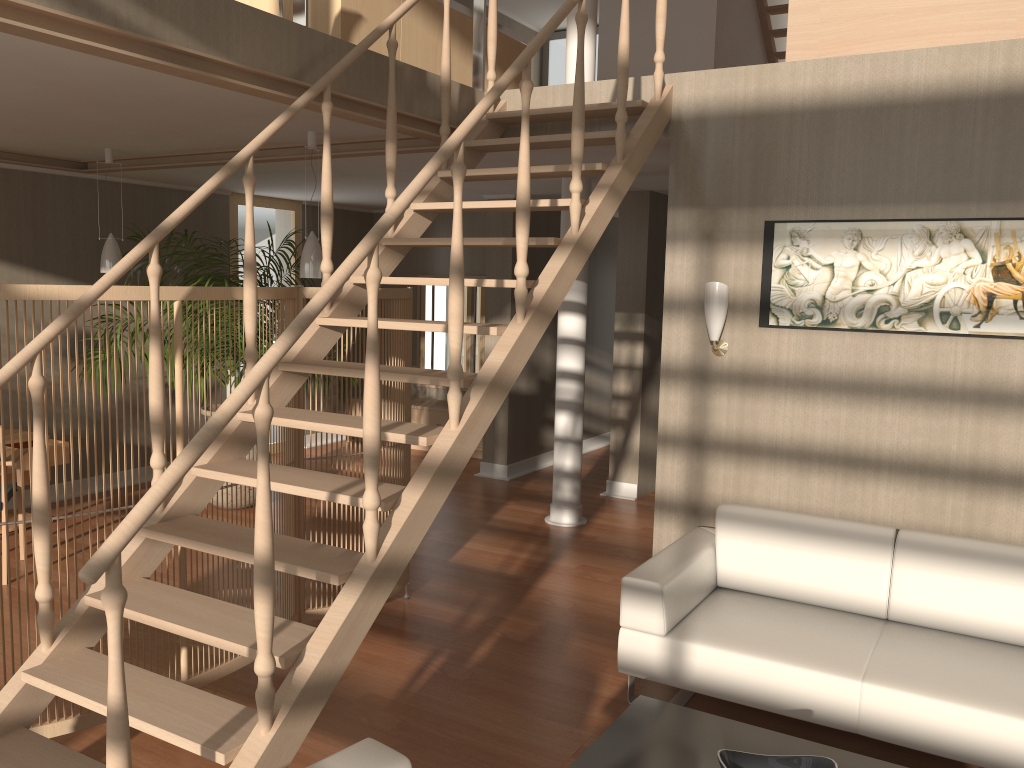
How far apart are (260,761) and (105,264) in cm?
444

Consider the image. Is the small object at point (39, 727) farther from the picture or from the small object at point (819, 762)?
the small object at point (819, 762)

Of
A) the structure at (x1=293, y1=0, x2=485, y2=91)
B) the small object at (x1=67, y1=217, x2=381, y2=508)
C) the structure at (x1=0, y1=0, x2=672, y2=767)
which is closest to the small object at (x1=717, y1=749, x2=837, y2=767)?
the structure at (x1=0, y1=0, x2=672, y2=767)

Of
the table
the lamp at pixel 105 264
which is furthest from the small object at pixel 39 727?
the lamp at pixel 105 264

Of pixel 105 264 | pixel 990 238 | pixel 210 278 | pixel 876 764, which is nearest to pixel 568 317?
pixel 210 278

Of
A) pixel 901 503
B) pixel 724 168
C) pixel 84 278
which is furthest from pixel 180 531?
pixel 84 278

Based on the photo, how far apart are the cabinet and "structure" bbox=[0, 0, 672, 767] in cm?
413

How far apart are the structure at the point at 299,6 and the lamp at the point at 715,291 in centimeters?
170cm

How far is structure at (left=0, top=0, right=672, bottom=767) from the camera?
2.21m

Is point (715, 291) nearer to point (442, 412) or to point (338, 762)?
point (338, 762)
